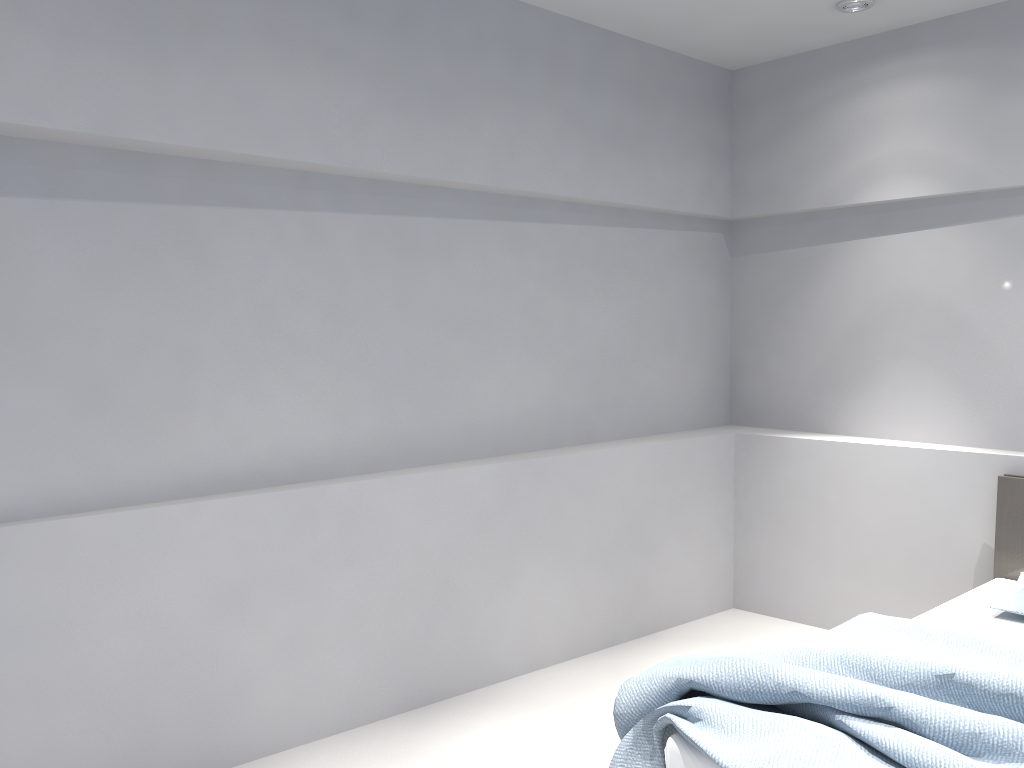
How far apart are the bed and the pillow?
0.0 meters

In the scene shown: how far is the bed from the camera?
2.0m

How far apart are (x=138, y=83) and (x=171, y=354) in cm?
82

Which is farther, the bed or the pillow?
the pillow

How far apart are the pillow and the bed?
0.04m

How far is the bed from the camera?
1.99m

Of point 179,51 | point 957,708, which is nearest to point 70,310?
point 179,51

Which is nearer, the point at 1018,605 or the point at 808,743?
the point at 808,743

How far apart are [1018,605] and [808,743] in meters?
1.5 m

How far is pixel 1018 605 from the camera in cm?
303
